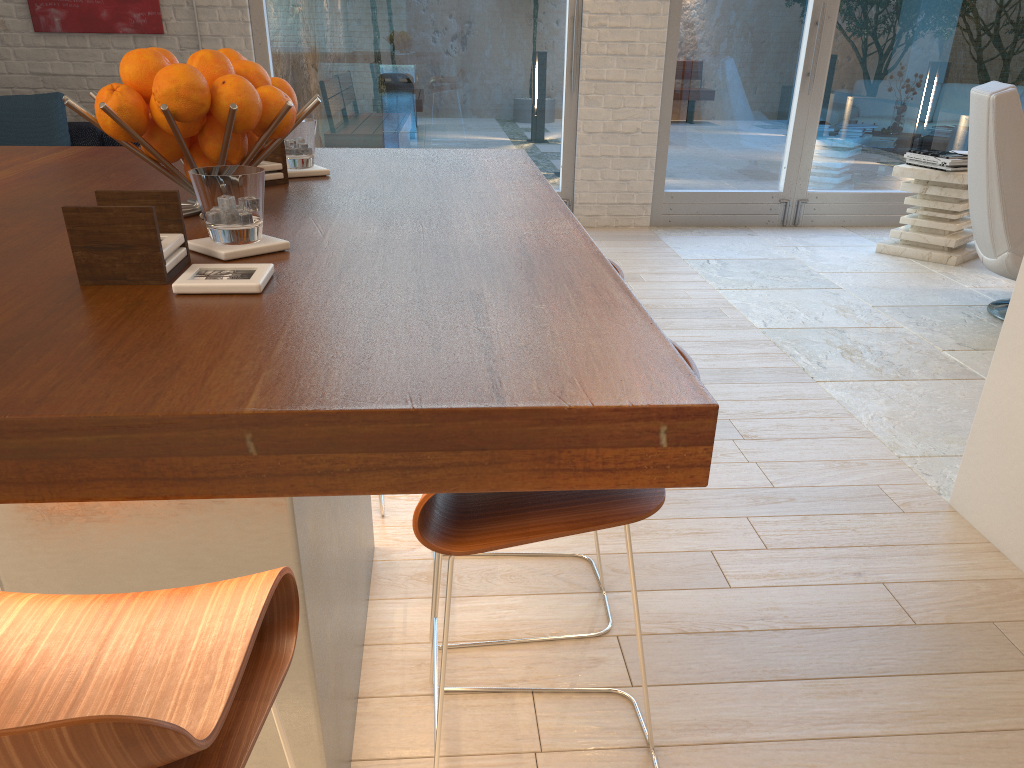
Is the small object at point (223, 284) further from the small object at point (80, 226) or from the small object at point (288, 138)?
the small object at point (288, 138)

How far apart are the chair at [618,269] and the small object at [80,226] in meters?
0.9 m

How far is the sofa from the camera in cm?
534

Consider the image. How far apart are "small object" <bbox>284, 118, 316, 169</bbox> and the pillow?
4.19m

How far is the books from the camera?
5.2m

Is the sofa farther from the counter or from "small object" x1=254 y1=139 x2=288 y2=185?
"small object" x1=254 y1=139 x2=288 y2=185

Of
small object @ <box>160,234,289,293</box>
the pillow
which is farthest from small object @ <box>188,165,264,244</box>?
the pillow

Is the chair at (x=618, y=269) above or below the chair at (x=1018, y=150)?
below

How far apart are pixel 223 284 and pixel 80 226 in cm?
17

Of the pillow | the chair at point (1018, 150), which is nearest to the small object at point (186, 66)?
the chair at point (1018, 150)
